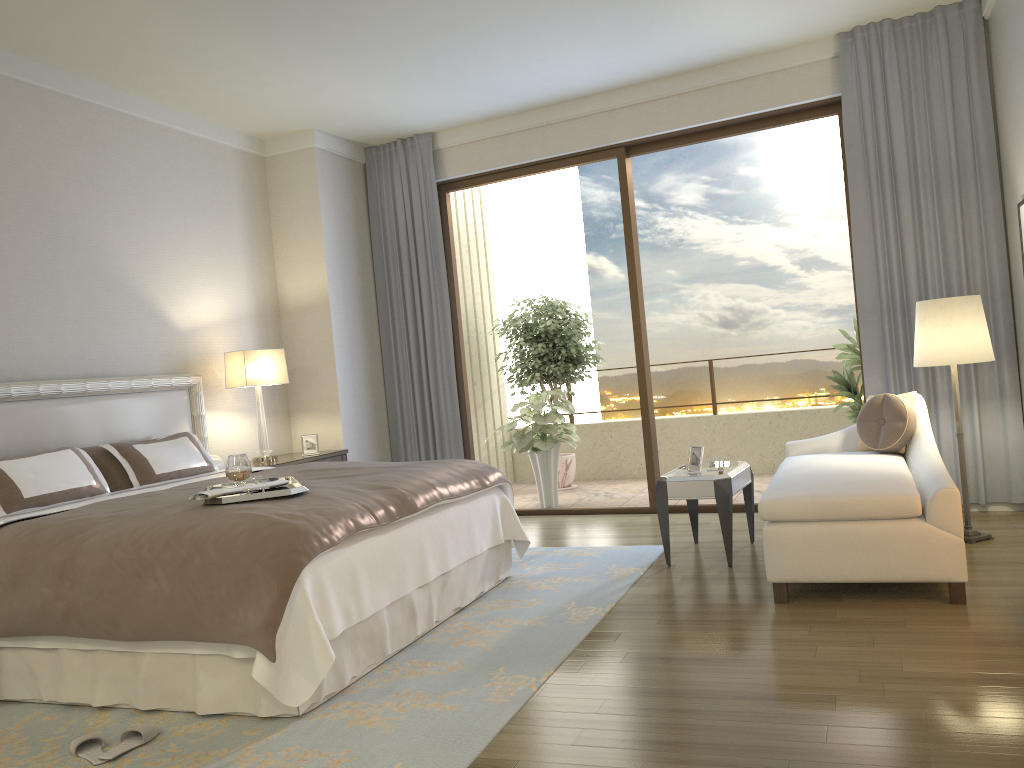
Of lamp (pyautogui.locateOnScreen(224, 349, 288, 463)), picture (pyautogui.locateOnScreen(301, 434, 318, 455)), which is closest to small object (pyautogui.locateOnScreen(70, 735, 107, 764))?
lamp (pyautogui.locateOnScreen(224, 349, 288, 463))

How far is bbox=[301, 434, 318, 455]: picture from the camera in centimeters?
634cm

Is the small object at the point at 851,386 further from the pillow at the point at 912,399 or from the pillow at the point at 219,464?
the pillow at the point at 219,464

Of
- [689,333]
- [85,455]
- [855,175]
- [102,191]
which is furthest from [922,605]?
[689,333]

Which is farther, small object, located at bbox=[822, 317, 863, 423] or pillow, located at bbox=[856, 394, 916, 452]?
small object, located at bbox=[822, 317, 863, 423]

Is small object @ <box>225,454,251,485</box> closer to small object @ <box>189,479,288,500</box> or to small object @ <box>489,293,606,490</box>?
small object @ <box>189,479,288,500</box>

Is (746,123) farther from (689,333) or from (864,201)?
(689,333)

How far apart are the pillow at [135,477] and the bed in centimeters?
15cm

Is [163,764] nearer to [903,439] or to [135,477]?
[135,477]

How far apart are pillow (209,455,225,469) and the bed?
0.3m
